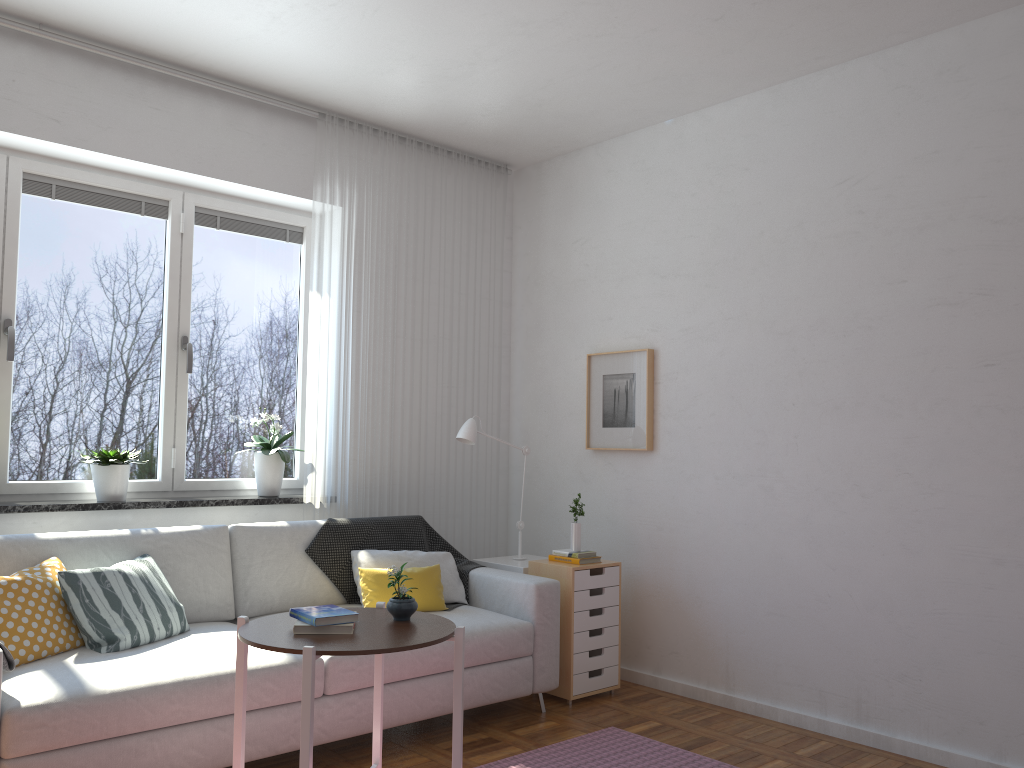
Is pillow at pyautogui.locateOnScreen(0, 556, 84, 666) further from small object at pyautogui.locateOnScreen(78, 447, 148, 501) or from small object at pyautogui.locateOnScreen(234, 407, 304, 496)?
small object at pyautogui.locateOnScreen(234, 407, 304, 496)

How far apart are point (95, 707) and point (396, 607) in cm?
97

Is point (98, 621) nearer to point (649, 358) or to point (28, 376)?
point (28, 376)

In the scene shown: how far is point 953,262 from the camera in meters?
3.5 m

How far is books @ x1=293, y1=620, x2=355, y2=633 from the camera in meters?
2.4

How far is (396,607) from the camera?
2.63m

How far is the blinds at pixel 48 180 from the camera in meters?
3.9

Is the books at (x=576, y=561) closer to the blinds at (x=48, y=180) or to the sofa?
the sofa

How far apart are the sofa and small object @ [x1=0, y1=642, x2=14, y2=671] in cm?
7

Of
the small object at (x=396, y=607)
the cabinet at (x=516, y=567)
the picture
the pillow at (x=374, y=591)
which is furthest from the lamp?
the small object at (x=396, y=607)
